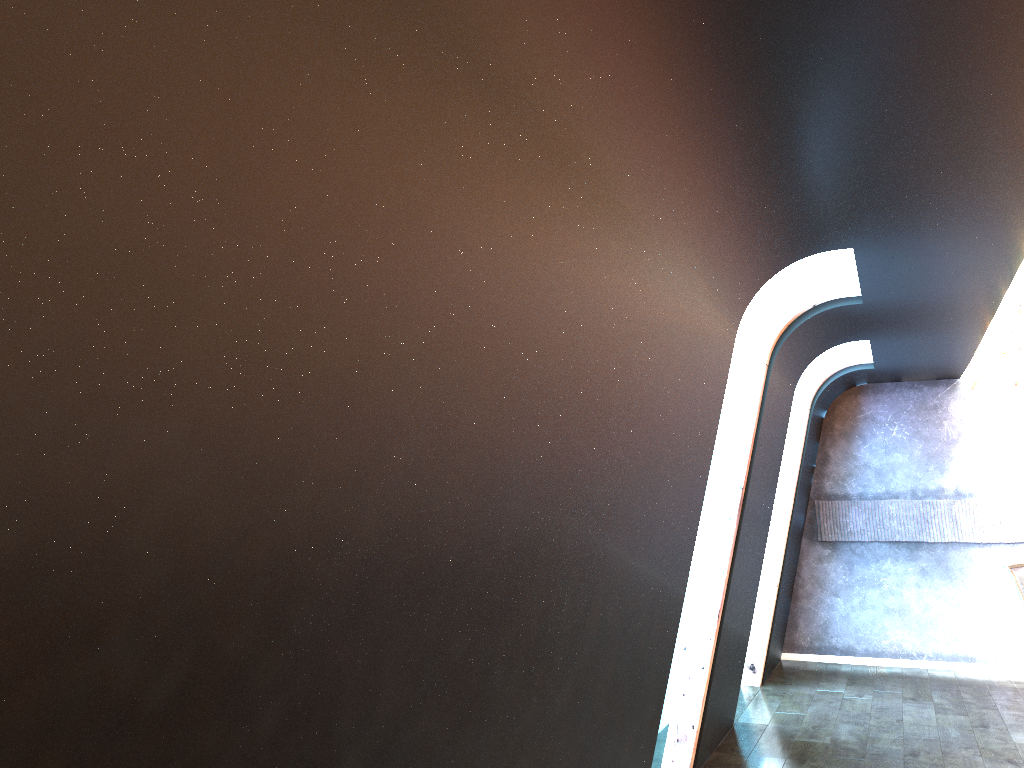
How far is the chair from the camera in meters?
7.3

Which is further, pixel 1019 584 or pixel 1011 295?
pixel 1019 584

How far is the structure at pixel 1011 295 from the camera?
5.7 meters

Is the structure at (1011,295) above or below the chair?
above

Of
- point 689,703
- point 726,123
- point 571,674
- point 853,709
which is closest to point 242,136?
point 726,123

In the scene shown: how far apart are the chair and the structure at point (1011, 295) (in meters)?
1.77

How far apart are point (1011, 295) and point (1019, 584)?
2.84m

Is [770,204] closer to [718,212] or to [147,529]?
[718,212]

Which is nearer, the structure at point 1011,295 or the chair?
the structure at point 1011,295

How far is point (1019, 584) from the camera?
7.3 meters
